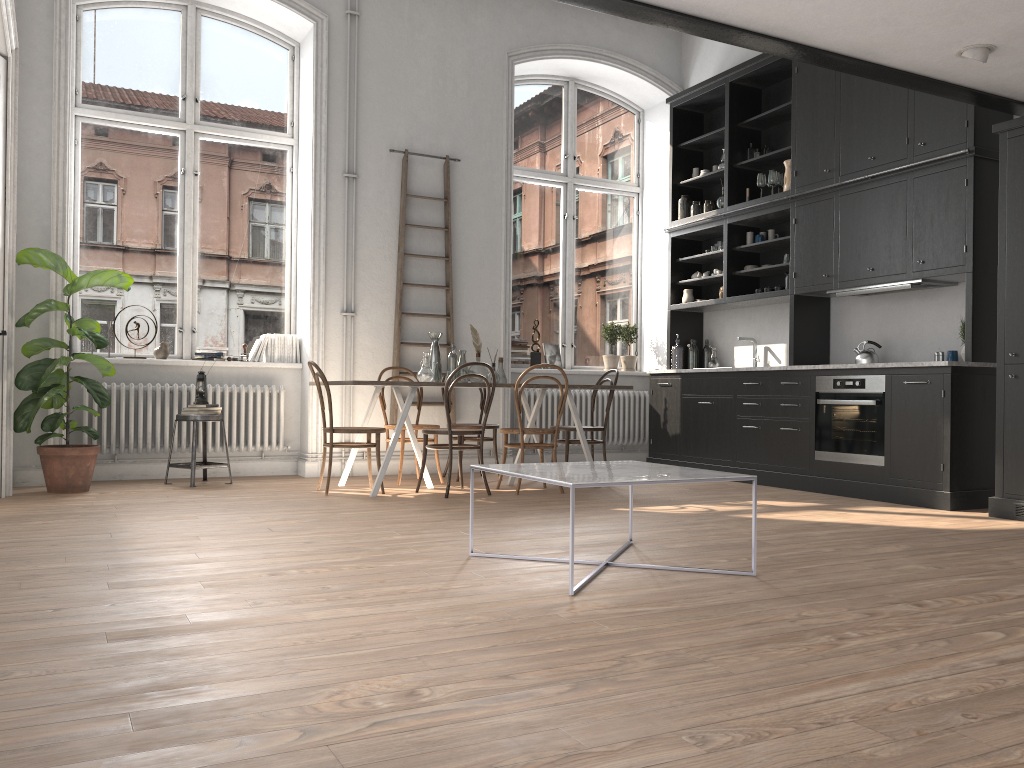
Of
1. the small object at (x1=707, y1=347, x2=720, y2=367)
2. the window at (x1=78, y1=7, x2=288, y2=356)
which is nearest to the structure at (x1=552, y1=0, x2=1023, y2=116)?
the small object at (x1=707, y1=347, x2=720, y2=367)

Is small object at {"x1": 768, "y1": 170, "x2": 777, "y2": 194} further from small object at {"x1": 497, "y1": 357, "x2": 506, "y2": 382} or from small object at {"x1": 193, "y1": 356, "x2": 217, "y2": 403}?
small object at {"x1": 193, "y1": 356, "x2": 217, "y2": 403}

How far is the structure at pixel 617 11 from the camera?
4.0 meters

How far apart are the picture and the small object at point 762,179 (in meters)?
2.50

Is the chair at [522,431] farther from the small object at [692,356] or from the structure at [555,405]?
the small object at [692,356]

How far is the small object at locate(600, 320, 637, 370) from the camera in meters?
9.0

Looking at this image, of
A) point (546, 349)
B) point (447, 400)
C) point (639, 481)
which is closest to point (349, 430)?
point (447, 400)

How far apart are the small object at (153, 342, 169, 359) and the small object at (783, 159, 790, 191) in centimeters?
518cm

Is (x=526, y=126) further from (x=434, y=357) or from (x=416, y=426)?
(x=416, y=426)

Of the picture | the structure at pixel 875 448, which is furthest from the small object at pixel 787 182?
the picture
